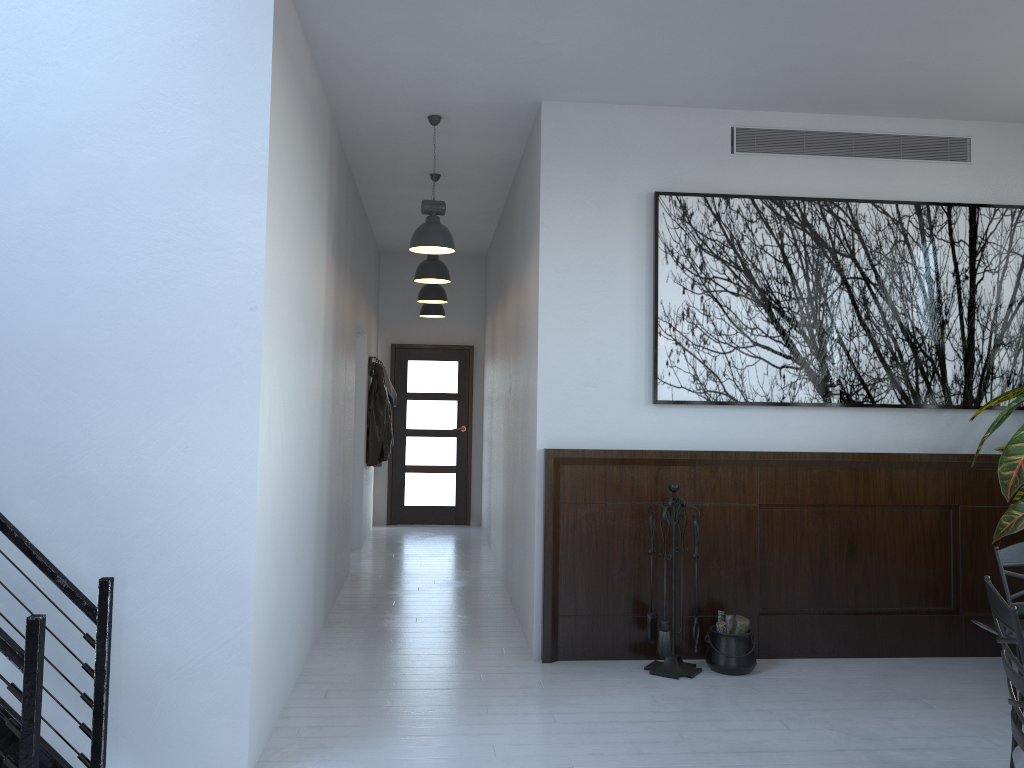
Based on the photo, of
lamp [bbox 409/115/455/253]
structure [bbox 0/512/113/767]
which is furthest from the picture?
structure [bbox 0/512/113/767]

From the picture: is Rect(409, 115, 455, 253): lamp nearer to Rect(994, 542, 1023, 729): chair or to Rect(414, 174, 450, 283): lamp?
Rect(414, 174, 450, 283): lamp

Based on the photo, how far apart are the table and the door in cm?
785

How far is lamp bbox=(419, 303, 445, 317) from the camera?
9.8 meters

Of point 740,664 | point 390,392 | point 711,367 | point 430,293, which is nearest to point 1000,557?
point 740,664

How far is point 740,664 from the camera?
4.9 meters

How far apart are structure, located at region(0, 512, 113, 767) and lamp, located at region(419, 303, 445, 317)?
6.79m

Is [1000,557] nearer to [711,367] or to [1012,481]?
[1012,481]

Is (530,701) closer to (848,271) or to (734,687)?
(734,687)

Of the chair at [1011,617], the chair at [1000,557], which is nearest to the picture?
the chair at [1000,557]
